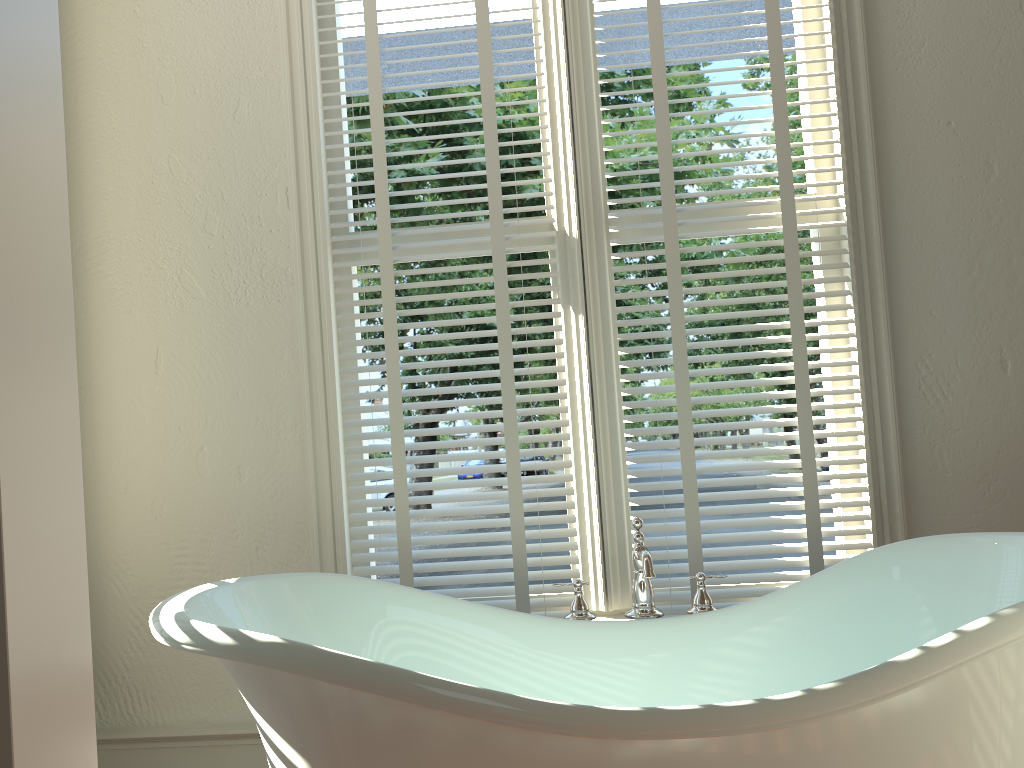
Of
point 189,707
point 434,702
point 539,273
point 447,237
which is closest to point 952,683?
point 434,702

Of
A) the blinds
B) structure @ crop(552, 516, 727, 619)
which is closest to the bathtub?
structure @ crop(552, 516, 727, 619)

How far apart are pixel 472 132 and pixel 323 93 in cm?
40

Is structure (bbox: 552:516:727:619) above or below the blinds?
below

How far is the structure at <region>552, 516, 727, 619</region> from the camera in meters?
1.8

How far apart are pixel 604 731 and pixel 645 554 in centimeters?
54cm

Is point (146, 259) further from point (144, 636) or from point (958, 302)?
point (958, 302)

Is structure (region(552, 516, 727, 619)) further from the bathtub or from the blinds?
the blinds

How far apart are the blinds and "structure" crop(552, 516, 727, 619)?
0.20m

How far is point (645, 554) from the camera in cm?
176
